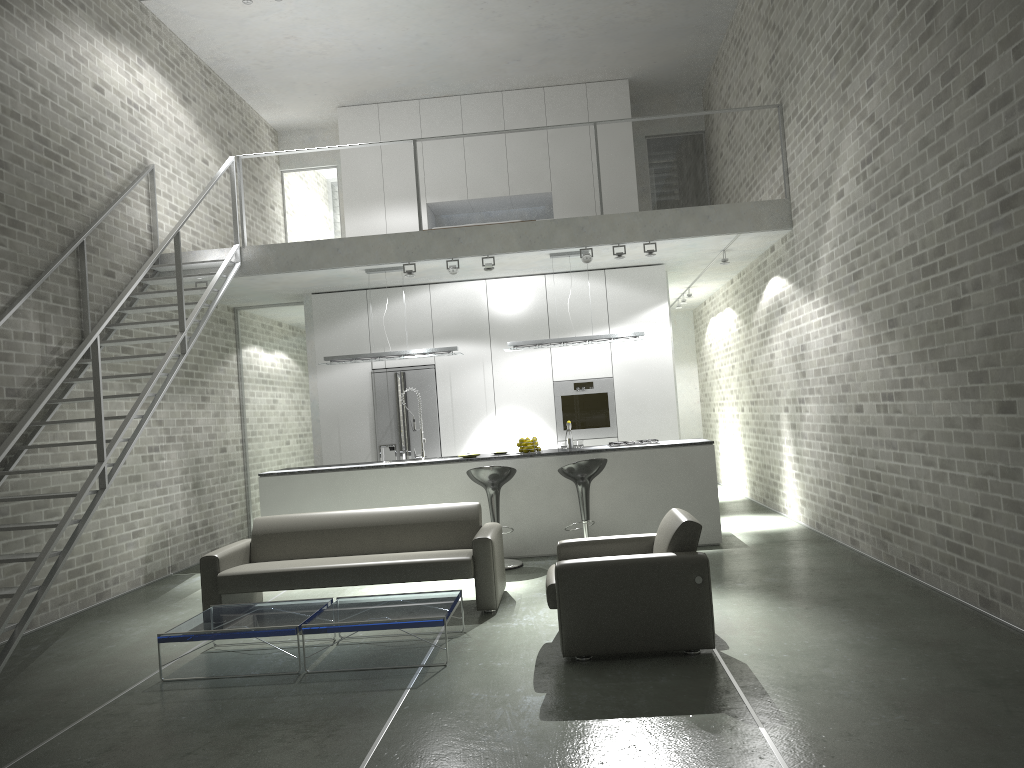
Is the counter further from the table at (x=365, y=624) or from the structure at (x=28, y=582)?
the table at (x=365, y=624)

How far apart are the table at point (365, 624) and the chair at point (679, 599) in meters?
0.6

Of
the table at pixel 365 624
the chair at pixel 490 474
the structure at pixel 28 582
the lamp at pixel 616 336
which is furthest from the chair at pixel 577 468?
the structure at pixel 28 582

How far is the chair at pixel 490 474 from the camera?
7.86m

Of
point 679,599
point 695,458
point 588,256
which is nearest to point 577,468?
point 695,458

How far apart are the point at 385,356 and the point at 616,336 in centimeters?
239cm

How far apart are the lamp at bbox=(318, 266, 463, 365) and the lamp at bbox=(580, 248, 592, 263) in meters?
1.7

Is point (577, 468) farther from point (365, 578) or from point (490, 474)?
point (365, 578)

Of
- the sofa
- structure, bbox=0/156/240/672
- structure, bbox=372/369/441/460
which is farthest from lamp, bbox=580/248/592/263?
structure, bbox=0/156/240/672

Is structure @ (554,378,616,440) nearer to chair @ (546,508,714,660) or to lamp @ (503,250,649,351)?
lamp @ (503,250,649,351)
